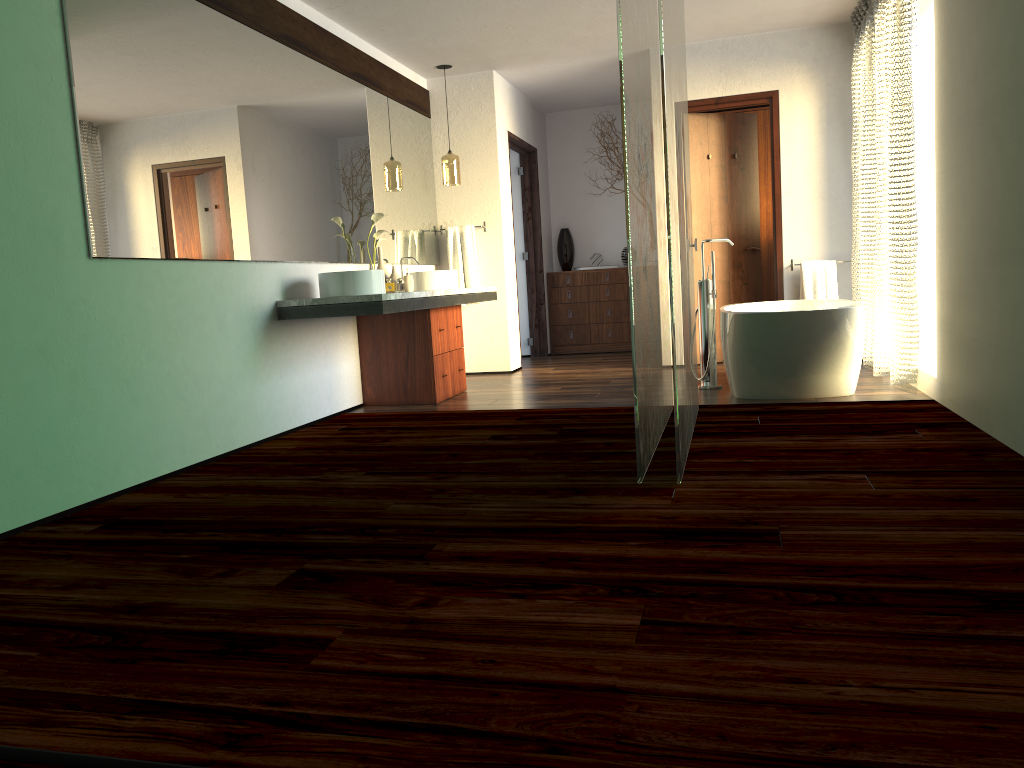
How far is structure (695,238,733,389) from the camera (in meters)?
5.33

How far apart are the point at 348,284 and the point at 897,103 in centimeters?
297cm

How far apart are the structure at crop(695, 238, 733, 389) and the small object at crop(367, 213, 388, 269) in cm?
201

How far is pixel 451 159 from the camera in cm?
661

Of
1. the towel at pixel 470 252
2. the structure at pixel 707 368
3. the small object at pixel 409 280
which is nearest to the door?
the structure at pixel 707 368

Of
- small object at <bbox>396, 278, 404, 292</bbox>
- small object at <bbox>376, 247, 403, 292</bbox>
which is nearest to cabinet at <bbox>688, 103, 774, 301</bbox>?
small object at <bbox>376, 247, 403, 292</bbox>

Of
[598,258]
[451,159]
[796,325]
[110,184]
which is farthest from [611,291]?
[110,184]

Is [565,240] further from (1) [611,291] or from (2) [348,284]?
(2) [348,284]

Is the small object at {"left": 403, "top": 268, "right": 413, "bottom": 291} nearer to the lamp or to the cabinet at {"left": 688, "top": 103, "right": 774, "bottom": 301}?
the lamp

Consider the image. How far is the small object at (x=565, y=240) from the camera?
8.60m
